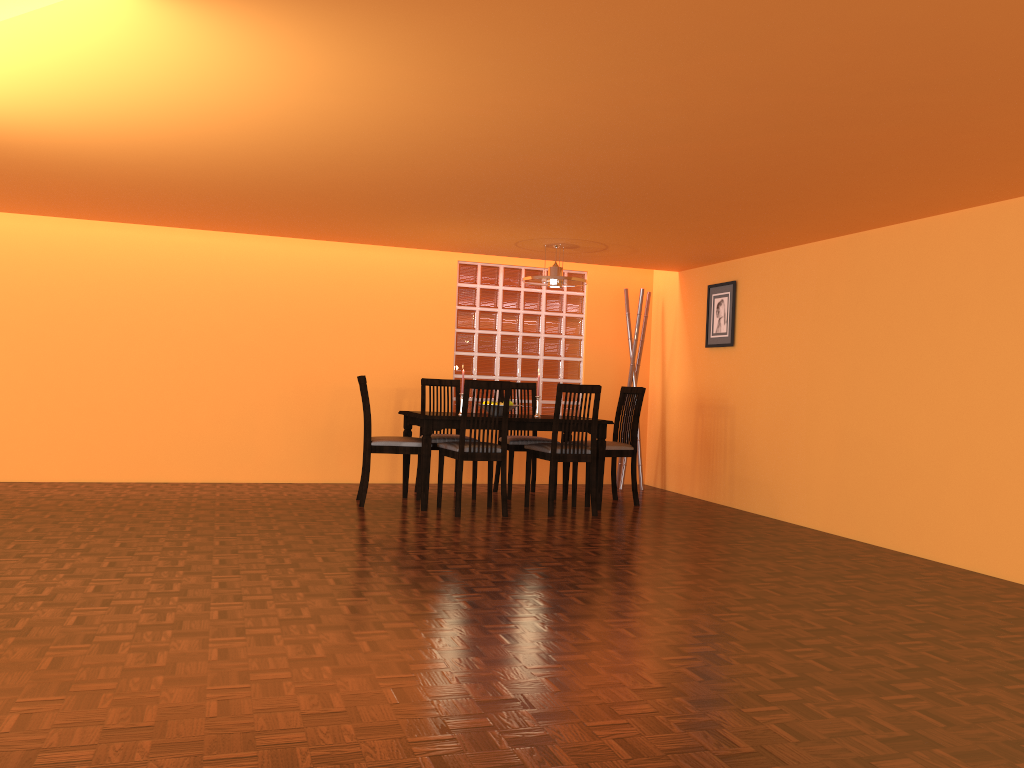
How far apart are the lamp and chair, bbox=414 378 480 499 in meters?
1.0 m

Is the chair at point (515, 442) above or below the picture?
below

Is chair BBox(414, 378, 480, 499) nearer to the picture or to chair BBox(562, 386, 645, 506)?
chair BBox(562, 386, 645, 506)

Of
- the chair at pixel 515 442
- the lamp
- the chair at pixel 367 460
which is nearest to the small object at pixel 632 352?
the chair at pixel 515 442

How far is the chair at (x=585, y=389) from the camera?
5.3 meters

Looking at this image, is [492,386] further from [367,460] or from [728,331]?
[728,331]

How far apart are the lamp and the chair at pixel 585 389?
0.78m

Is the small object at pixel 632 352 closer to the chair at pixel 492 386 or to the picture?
the picture

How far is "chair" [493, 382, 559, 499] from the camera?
6.01m

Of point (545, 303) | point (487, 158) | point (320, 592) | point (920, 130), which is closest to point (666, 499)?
point (545, 303)
